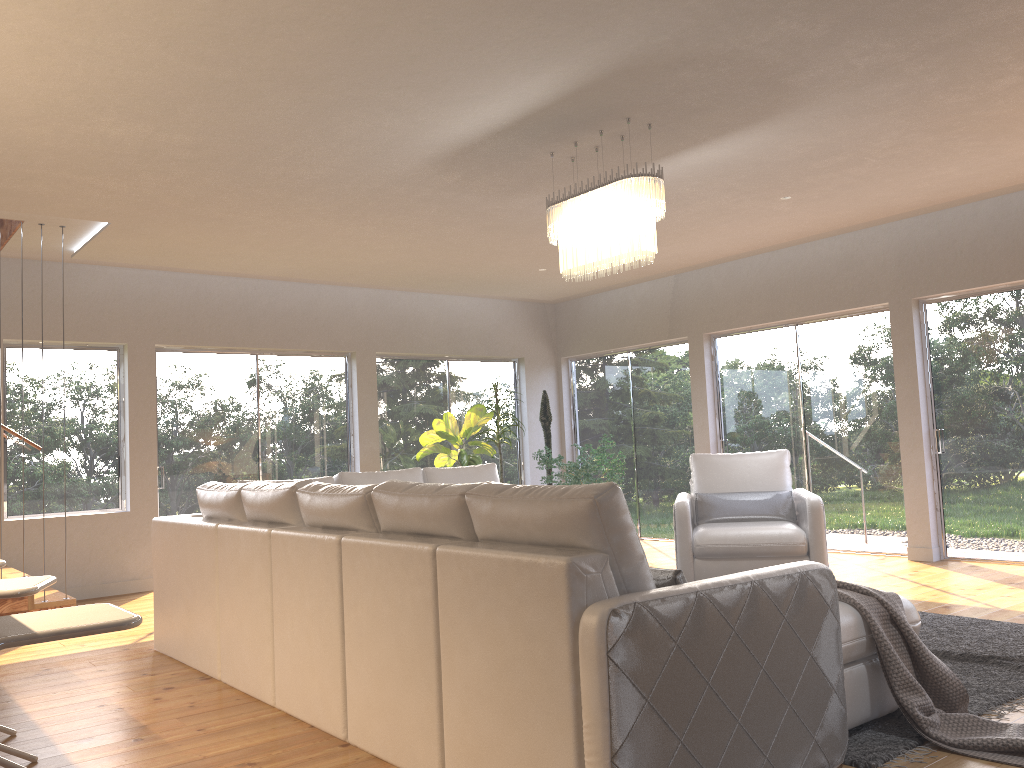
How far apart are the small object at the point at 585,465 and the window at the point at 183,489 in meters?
2.0

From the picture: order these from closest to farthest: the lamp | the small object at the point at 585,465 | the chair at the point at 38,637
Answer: the chair at the point at 38,637, the lamp, the small object at the point at 585,465

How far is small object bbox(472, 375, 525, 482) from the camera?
9.29m

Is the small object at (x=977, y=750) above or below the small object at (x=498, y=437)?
below

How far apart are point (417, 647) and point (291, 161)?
3.15m

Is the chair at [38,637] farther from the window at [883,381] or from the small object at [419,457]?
the window at [883,381]

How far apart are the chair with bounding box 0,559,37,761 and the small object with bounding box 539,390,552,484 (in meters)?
6.67

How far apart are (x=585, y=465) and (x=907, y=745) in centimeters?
575cm

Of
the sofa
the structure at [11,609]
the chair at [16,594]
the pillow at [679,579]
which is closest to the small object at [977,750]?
the sofa

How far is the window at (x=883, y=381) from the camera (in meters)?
7.62
